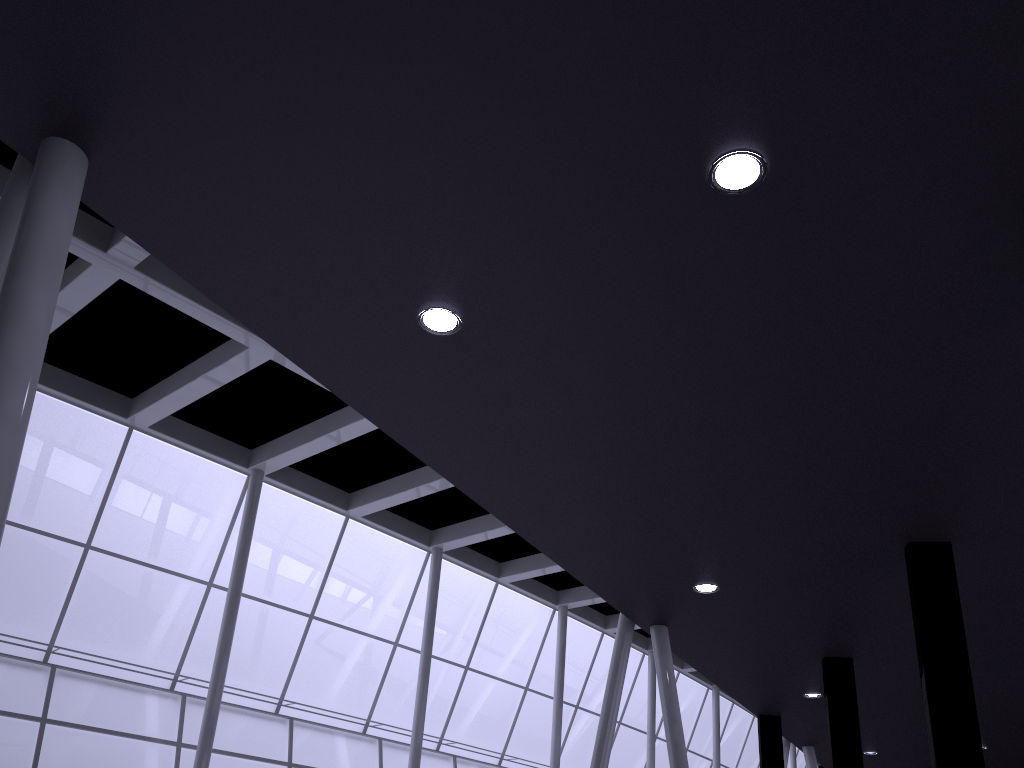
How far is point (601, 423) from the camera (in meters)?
12.34
